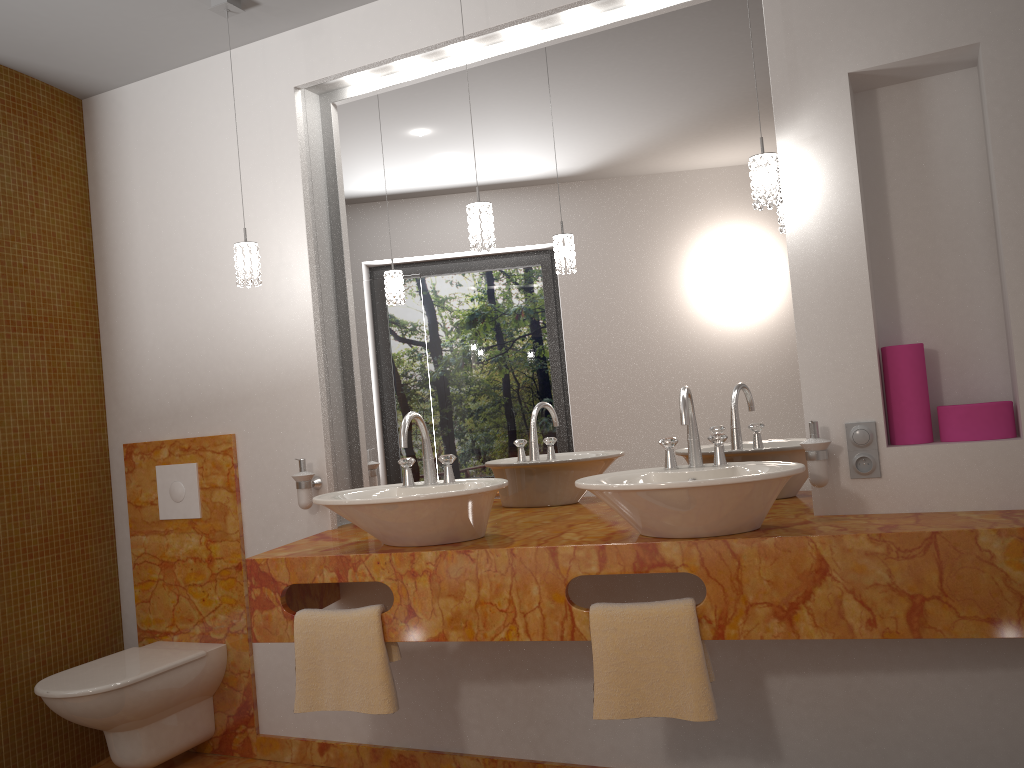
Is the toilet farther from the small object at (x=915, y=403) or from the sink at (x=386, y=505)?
the small object at (x=915, y=403)

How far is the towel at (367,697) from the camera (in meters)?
2.32

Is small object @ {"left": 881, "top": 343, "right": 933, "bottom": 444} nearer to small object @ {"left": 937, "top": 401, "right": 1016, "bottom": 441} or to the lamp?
small object @ {"left": 937, "top": 401, "right": 1016, "bottom": 441}

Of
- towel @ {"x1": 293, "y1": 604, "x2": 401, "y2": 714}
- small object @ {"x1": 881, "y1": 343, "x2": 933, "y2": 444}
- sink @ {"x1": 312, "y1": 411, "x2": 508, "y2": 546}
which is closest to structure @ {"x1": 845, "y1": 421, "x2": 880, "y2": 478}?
small object @ {"x1": 881, "y1": 343, "x2": 933, "y2": 444}

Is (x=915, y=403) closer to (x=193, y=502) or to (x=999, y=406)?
(x=999, y=406)

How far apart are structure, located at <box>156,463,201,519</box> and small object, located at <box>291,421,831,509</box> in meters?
0.5

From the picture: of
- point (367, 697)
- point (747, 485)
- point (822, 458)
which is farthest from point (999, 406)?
point (367, 697)

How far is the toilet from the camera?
2.74m

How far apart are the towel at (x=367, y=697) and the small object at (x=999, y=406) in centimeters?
151cm

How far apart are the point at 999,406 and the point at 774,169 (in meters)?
0.80
